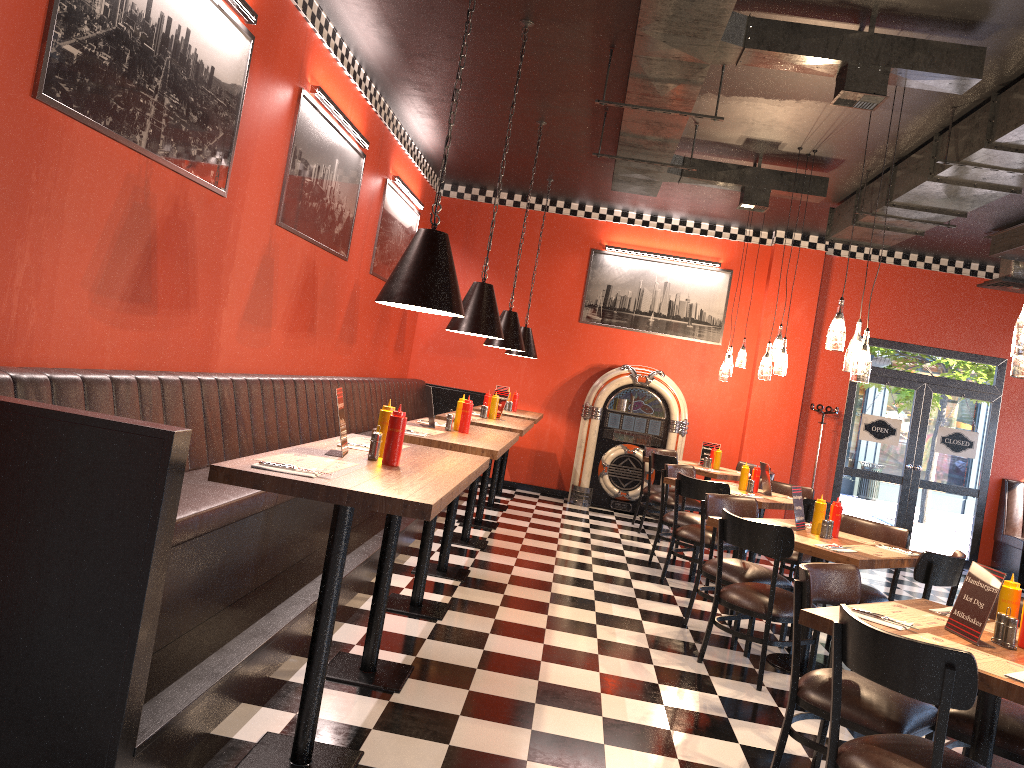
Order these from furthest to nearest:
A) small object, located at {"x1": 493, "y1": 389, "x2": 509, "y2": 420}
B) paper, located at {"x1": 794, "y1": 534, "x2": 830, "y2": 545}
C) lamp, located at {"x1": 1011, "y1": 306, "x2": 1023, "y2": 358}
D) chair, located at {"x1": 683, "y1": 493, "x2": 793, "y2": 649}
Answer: small object, located at {"x1": 493, "y1": 389, "x2": 509, "y2": 420} < chair, located at {"x1": 683, "y1": 493, "x2": 793, "y2": 649} < paper, located at {"x1": 794, "y1": 534, "x2": 830, "y2": 545} < lamp, located at {"x1": 1011, "y1": 306, "x2": 1023, "y2": 358}

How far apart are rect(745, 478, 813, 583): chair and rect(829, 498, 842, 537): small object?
2.5m

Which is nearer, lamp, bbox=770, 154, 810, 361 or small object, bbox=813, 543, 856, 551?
small object, bbox=813, 543, 856, 551

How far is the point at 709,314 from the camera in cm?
1095

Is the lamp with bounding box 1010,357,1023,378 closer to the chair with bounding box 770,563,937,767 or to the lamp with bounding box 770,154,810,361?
the chair with bounding box 770,563,937,767

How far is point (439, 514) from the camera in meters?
8.2 m

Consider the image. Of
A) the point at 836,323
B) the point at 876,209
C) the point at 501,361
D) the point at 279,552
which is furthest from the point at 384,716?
the point at 501,361

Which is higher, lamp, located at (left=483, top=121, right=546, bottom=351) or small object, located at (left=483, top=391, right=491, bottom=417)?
lamp, located at (left=483, top=121, right=546, bottom=351)

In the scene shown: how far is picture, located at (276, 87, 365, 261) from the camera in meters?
6.0

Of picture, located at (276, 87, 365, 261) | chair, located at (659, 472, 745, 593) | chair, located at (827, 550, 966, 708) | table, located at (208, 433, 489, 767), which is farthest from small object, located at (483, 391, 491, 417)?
chair, located at (827, 550, 966, 708)
